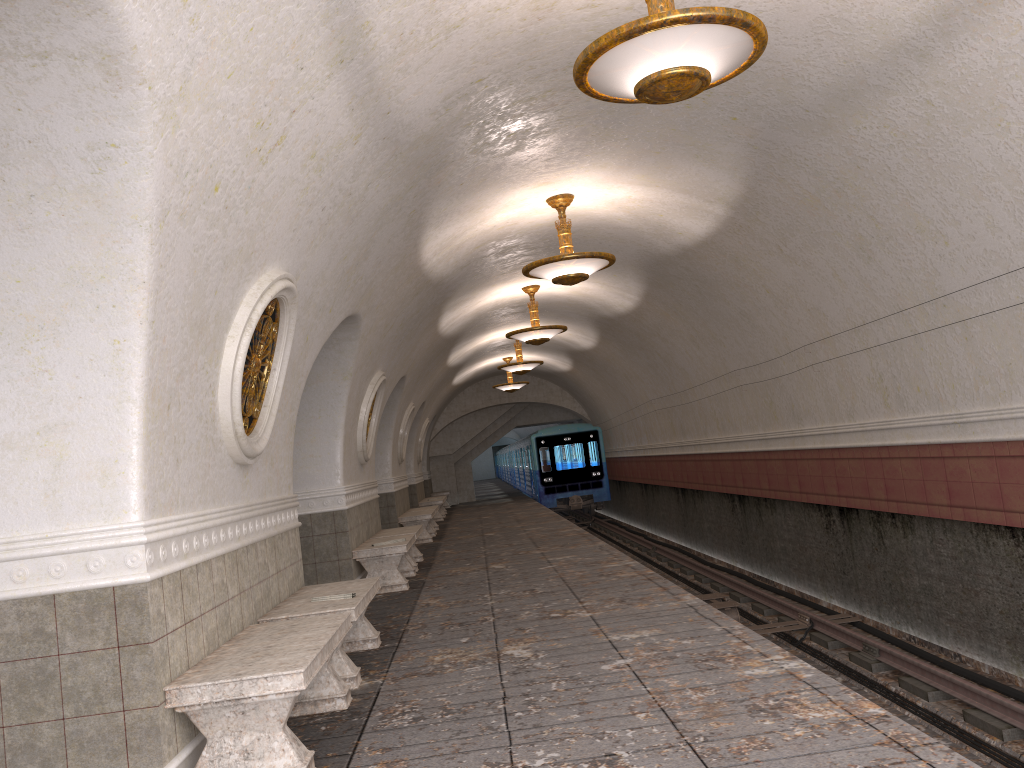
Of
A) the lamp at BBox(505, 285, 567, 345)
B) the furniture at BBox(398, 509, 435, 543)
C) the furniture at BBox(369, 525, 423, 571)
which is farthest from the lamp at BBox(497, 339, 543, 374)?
the furniture at BBox(369, 525, 423, 571)

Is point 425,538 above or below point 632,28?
below

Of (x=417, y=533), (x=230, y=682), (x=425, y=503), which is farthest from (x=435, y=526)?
(x=230, y=682)

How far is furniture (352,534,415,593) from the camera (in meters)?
9.82

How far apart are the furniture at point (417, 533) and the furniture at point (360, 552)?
0.45m

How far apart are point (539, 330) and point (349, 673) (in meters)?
8.86

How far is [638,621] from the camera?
6.5m

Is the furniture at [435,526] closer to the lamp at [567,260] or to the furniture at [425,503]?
the furniture at [425,503]

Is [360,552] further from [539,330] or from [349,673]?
[539,330]

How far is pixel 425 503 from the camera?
21.7m
